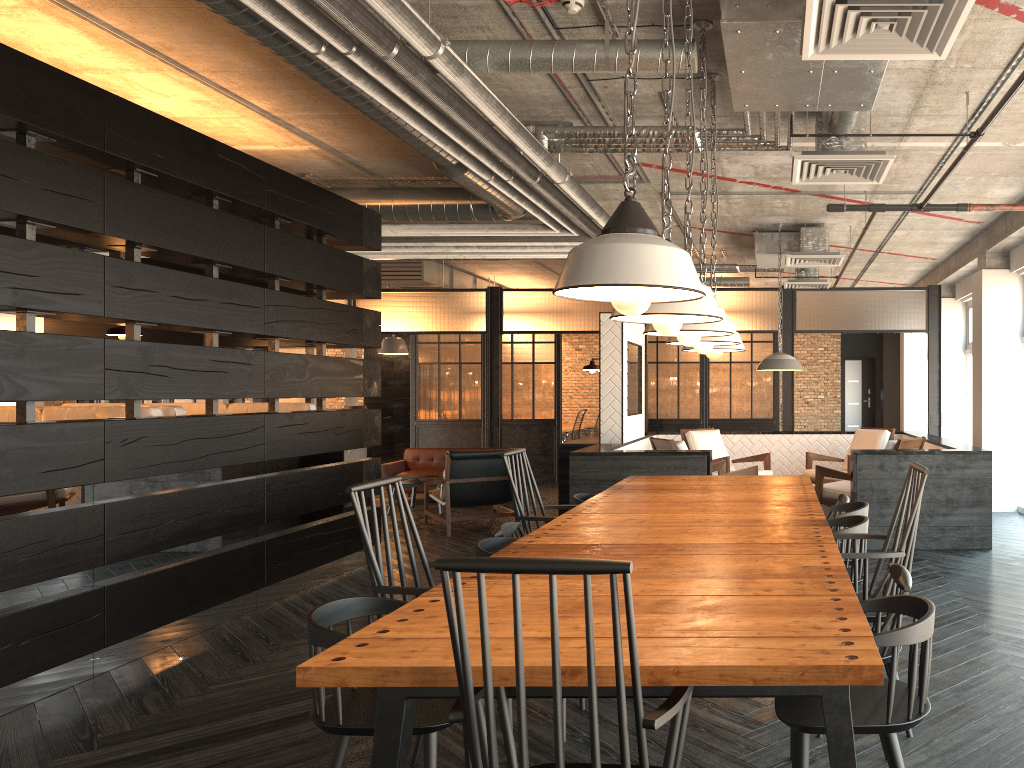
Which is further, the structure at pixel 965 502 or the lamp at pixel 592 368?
the lamp at pixel 592 368

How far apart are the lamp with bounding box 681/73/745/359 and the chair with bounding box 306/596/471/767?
2.4 meters

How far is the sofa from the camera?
10.93m

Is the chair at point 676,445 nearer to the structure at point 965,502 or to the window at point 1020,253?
the structure at point 965,502

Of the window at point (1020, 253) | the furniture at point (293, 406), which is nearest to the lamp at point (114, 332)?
the furniture at point (293, 406)

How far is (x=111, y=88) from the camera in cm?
558

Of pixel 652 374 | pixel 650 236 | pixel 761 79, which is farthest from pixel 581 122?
pixel 652 374

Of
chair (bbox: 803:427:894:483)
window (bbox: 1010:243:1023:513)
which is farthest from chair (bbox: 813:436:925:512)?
window (bbox: 1010:243:1023:513)

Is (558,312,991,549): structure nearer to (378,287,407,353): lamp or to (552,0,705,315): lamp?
(552,0,705,315): lamp

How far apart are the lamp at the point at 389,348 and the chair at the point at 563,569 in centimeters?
1262cm
